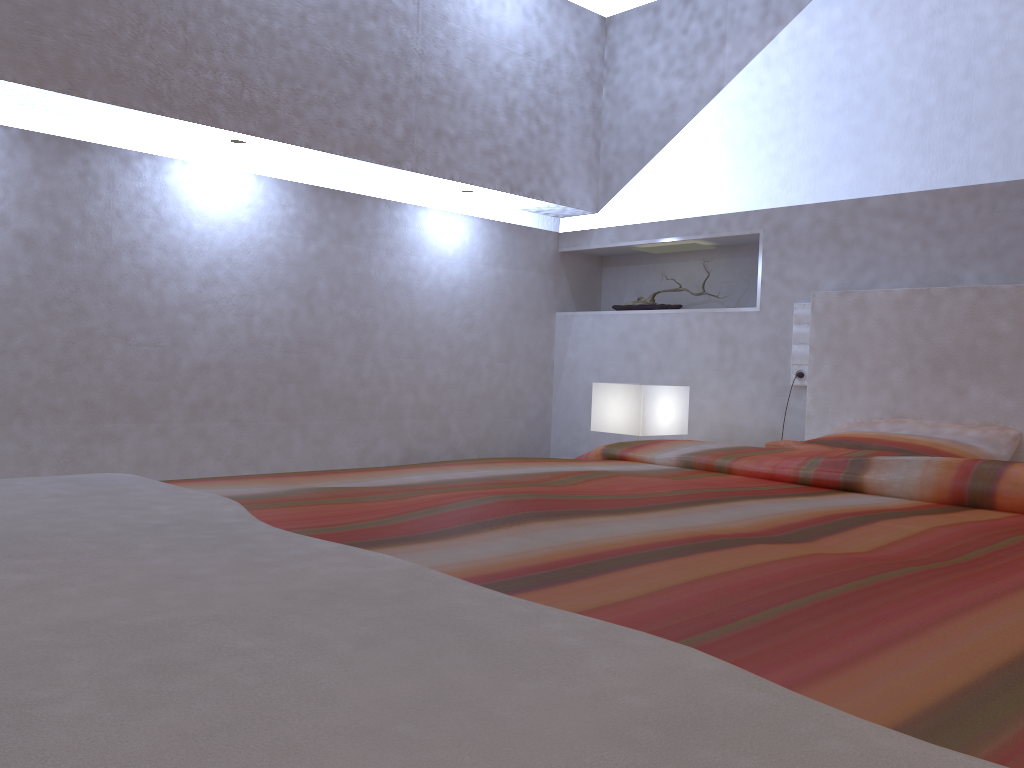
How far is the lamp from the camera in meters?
2.9

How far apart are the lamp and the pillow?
0.5 meters

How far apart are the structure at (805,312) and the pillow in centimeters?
26cm

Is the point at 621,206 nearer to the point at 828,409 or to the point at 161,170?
the point at 828,409

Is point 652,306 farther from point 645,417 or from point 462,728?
point 462,728

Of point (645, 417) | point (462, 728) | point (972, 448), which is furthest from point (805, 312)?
point (462, 728)

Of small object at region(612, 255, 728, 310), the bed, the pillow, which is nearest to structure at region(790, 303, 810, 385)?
the bed

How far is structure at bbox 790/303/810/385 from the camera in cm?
306

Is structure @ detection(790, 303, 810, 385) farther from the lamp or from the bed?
the lamp

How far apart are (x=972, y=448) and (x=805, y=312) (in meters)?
0.81
